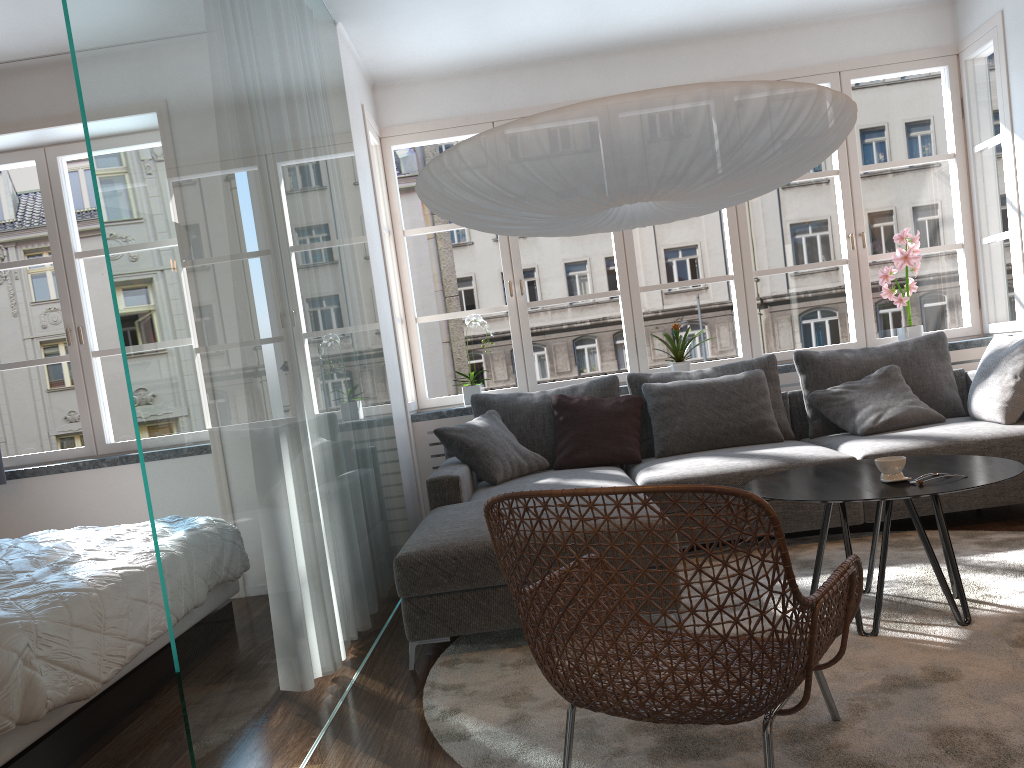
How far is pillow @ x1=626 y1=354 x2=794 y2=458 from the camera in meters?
4.7 m

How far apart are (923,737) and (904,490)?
0.8m

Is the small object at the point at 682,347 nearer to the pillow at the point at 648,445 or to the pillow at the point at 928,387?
the pillow at the point at 648,445

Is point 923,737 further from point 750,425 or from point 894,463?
point 750,425

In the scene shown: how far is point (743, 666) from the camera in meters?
1.7

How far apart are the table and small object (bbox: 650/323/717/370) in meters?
1.9 m

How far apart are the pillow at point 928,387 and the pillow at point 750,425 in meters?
0.3

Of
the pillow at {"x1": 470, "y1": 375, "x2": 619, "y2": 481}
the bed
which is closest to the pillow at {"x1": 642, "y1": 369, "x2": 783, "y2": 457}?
the pillow at {"x1": 470, "y1": 375, "x2": 619, "y2": 481}

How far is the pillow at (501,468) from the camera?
4.3m

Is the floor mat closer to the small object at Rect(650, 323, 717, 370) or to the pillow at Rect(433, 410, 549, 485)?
the pillow at Rect(433, 410, 549, 485)
